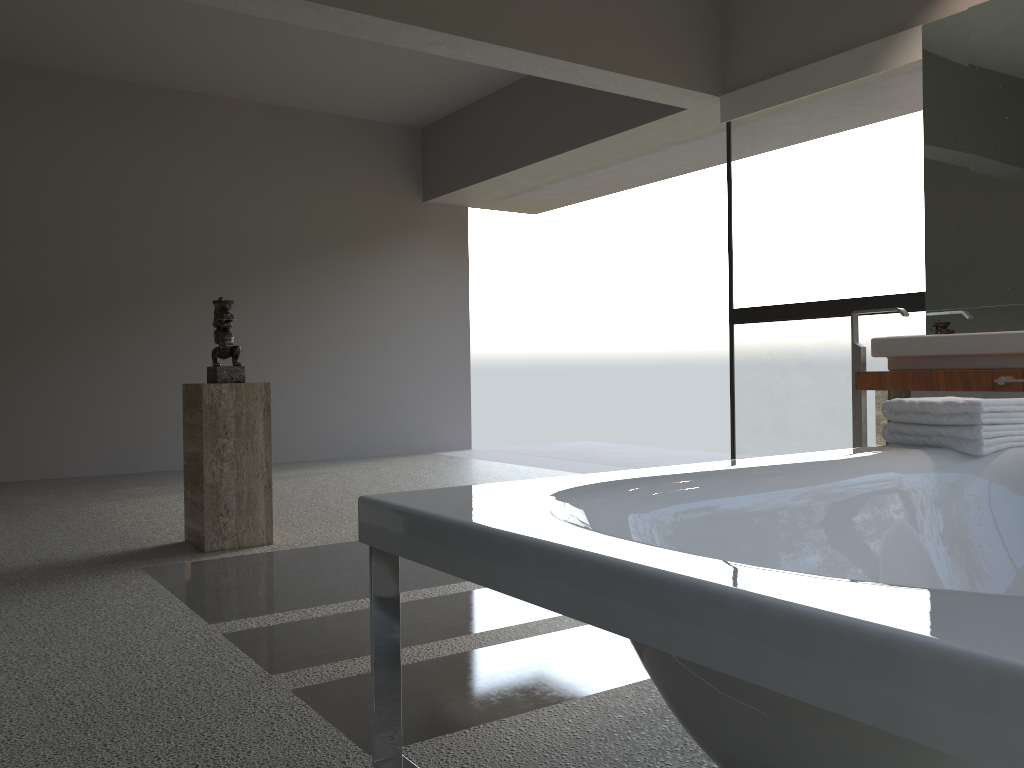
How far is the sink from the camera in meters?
3.4

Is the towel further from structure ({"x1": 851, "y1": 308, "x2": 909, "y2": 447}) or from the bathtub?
structure ({"x1": 851, "y1": 308, "x2": 909, "y2": 447})

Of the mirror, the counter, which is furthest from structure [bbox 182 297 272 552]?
the mirror

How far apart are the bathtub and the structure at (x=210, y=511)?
2.3 meters

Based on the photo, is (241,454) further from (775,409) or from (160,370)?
(775,409)

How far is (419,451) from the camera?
8.2m

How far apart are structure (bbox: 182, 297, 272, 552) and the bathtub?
2.3m

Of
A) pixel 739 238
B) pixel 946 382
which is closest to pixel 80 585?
pixel 946 382

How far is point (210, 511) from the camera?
3.7m

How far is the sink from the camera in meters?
3.4 m
